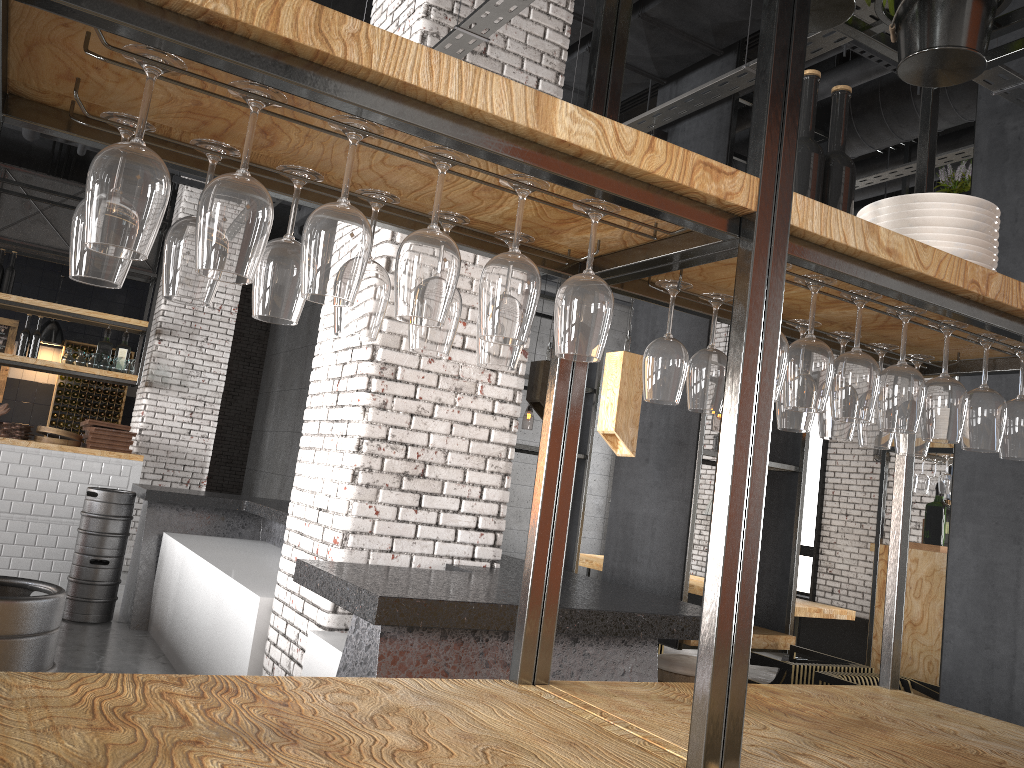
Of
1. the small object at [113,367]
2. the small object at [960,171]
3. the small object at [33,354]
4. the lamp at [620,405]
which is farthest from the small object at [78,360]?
the small object at [960,171]

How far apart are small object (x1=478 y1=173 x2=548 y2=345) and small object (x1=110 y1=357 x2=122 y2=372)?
9.20m

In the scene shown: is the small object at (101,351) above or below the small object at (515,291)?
above

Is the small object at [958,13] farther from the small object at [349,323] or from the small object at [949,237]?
the small object at [349,323]

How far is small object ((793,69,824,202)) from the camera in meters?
2.0

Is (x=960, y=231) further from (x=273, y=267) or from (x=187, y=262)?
(x=187, y=262)

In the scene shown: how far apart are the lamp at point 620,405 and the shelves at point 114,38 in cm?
138

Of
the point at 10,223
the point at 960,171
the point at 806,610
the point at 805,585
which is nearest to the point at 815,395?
the point at 960,171

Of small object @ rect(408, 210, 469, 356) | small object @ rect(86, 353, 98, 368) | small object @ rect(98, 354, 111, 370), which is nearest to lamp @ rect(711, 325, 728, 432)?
small object @ rect(98, 354, 111, 370)

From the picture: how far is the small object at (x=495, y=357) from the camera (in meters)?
1.71
